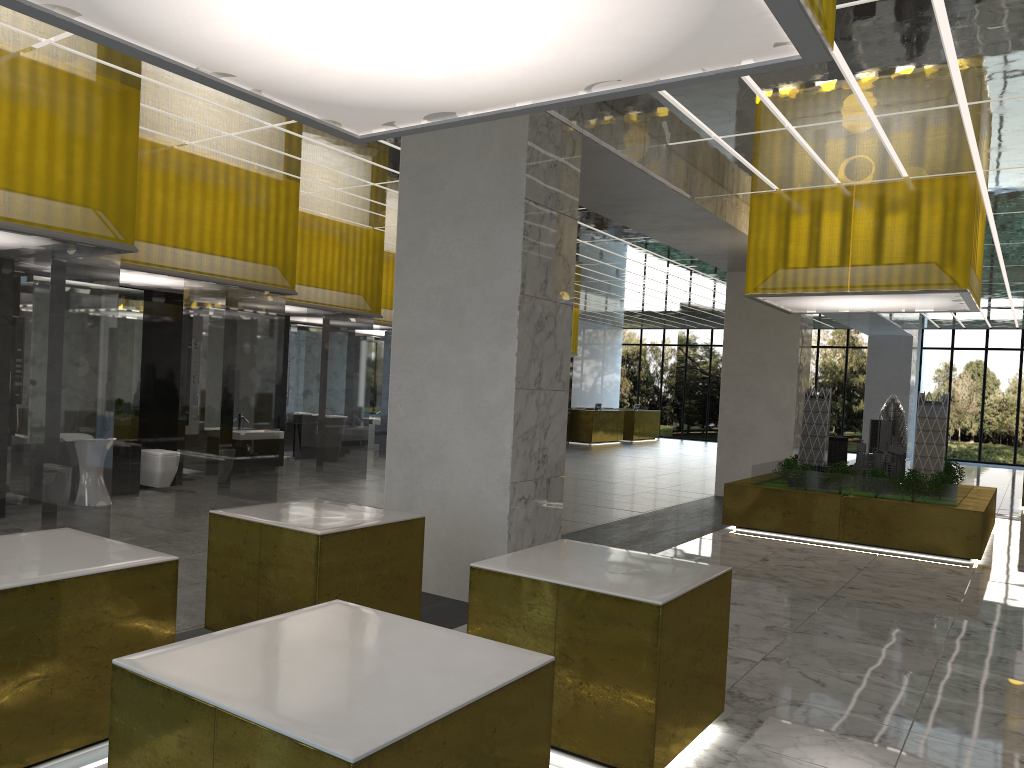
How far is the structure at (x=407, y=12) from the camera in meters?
4.1 m

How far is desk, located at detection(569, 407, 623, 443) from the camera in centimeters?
3940cm

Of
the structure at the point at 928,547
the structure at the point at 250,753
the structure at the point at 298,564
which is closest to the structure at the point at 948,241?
the structure at the point at 928,547

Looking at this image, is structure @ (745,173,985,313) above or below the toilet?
above

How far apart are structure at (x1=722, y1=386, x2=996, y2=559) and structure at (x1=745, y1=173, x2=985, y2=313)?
1.7 meters

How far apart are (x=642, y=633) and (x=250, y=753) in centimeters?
297cm

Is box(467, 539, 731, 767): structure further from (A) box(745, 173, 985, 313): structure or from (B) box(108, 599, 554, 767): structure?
(A) box(745, 173, 985, 313): structure

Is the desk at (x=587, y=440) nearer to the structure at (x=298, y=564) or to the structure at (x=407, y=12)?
the structure at (x=298, y=564)

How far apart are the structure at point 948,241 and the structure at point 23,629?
12.8 meters

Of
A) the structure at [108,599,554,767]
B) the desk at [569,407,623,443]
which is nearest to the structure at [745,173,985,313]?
the structure at [108,599,554,767]
